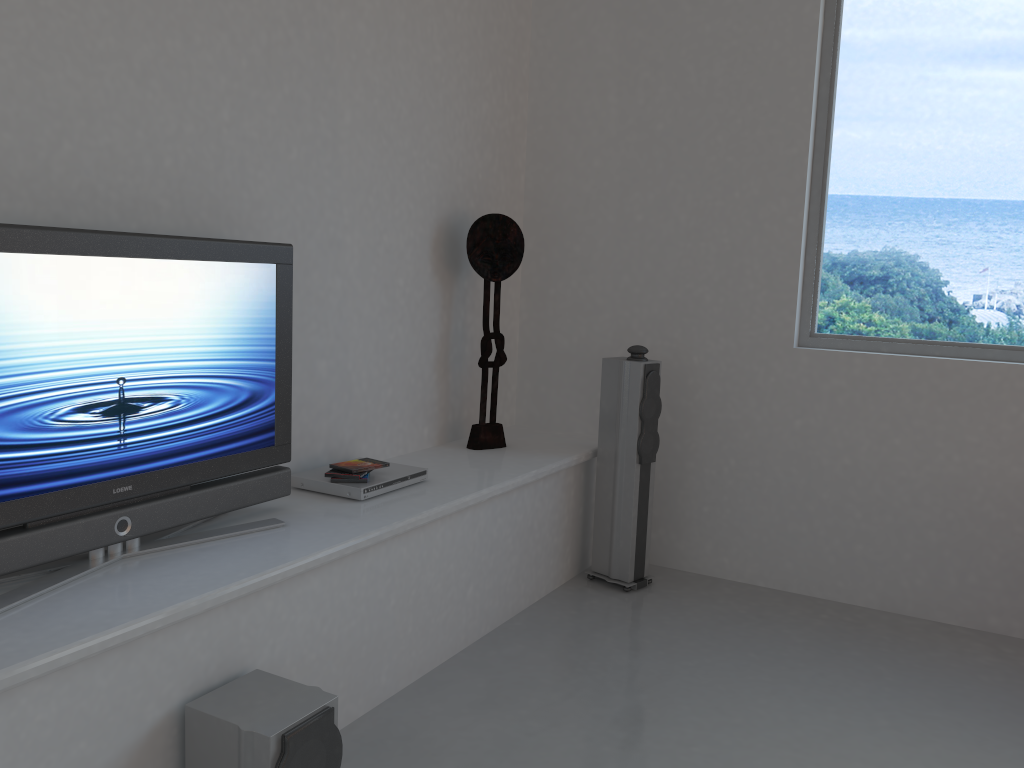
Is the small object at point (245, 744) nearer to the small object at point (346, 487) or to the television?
the television

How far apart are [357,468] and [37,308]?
1.37m

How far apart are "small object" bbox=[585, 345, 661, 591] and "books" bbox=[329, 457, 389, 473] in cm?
129

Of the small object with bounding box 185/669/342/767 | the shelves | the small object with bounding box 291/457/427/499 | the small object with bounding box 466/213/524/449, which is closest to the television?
the shelves

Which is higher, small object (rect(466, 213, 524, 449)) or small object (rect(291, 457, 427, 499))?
small object (rect(466, 213, 524, 449))

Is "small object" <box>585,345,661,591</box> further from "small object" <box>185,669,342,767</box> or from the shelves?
"small object" <box>185,669,342,767</box>

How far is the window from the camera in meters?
3.9

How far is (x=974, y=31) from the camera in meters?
3.9 m

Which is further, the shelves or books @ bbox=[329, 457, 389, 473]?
books @ bbox=[329, 457, 389, 473]

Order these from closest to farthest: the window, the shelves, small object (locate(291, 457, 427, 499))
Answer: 1. the shelves
2. small object (locate(291, 457, 427, 499))
3. the window
